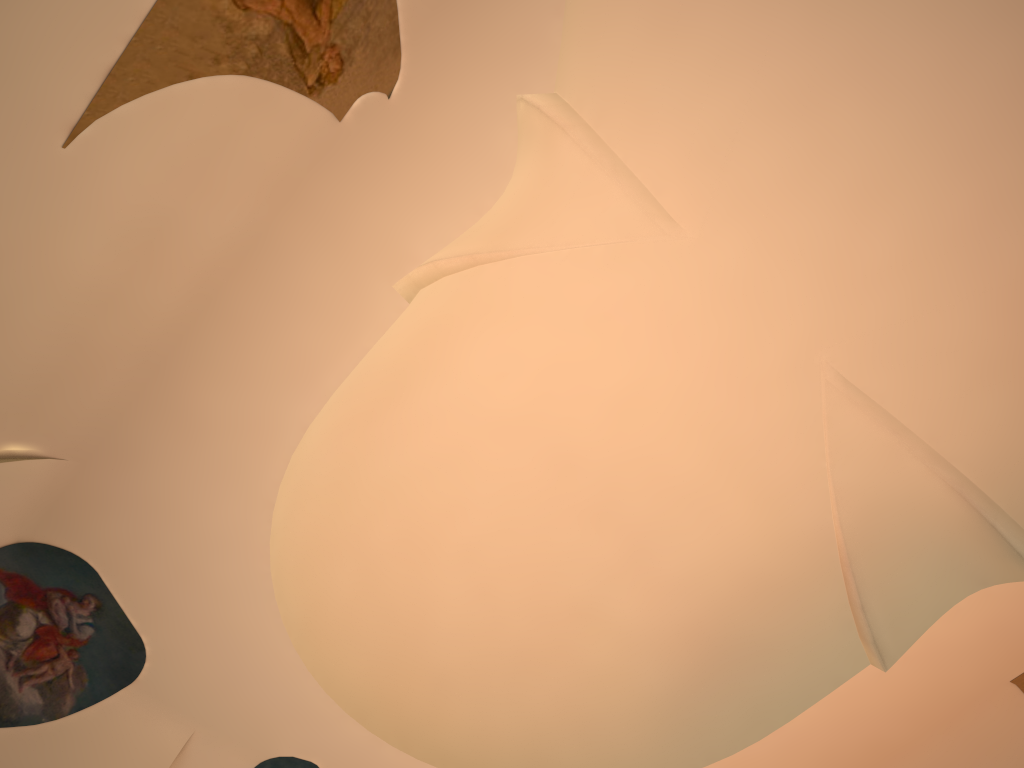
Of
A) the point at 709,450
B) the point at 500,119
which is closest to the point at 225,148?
the point at 500,119
